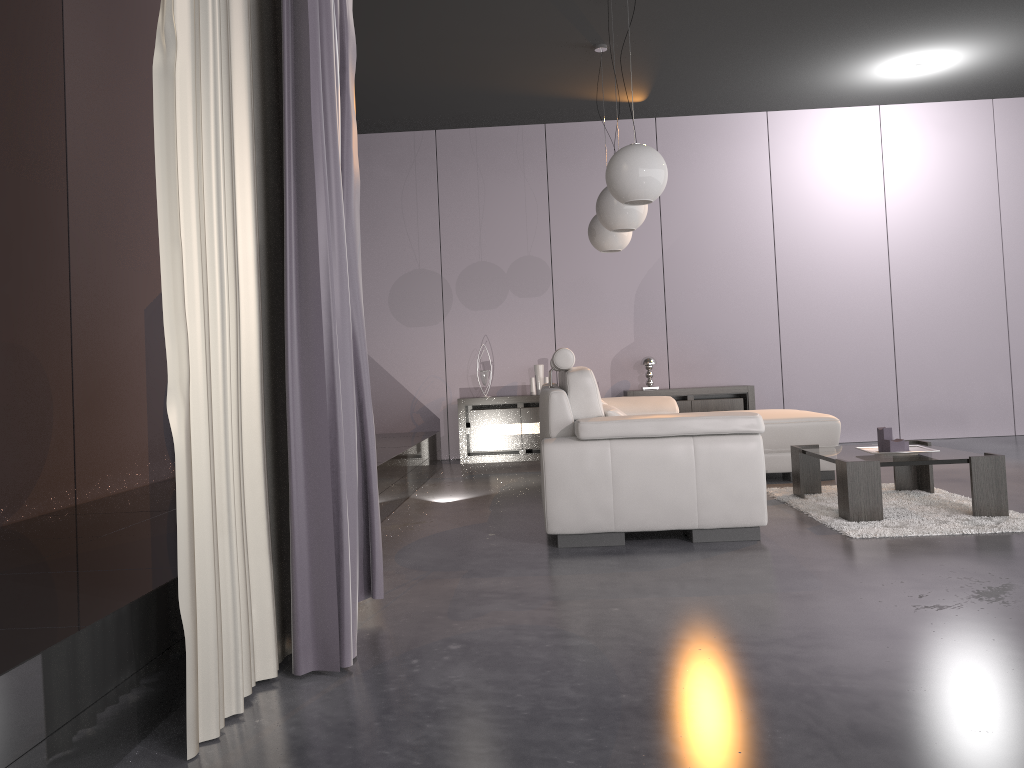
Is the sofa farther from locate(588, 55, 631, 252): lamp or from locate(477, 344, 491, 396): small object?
locate(477, 344, 491, 396): small object

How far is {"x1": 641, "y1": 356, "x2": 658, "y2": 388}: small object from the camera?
7.66m

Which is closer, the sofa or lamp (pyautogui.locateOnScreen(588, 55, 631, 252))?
the sofa

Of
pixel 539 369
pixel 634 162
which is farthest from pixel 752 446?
pixel 539 369

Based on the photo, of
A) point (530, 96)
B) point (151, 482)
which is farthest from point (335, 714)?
point (530, 96)

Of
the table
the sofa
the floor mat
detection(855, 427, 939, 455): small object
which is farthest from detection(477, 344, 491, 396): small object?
detection(855, 427, 939, 455): small object

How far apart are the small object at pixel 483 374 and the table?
3.41m

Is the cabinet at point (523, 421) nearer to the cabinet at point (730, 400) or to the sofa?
the cabinet at point (730, 400)

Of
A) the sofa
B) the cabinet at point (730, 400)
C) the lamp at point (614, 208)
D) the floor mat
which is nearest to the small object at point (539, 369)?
the cabinet at point (730, 400)

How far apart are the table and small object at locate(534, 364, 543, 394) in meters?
3.2
